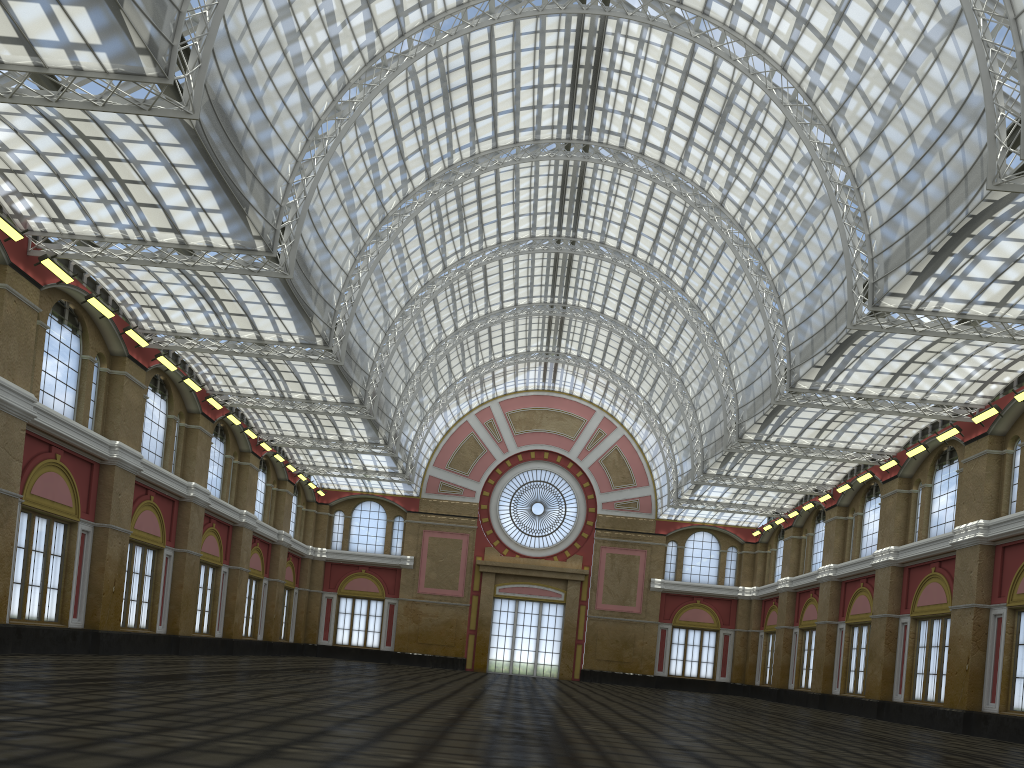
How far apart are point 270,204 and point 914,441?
37.1 meters
